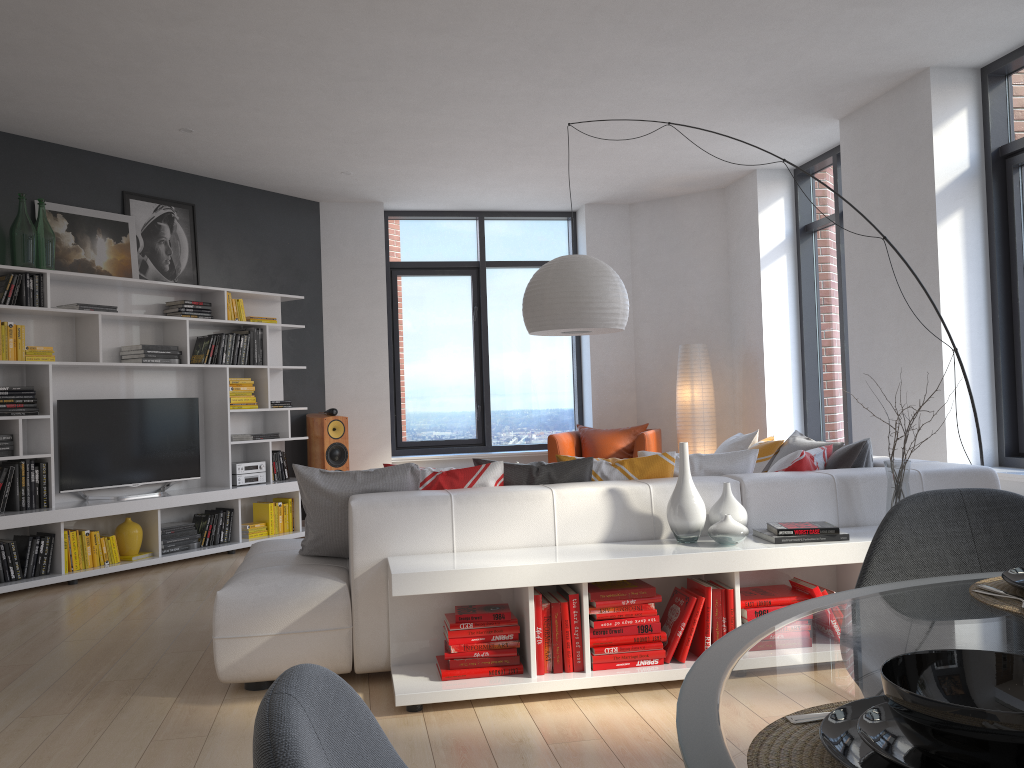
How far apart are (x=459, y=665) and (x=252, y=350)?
4.6m

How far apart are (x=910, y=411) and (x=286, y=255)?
5.2m

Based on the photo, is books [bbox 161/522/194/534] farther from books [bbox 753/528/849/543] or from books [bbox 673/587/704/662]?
books [bbox 753/528/849/543]

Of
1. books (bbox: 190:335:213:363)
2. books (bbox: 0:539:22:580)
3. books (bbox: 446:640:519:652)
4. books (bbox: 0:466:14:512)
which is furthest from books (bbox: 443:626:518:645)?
books (bbox: 190:335:213:363)

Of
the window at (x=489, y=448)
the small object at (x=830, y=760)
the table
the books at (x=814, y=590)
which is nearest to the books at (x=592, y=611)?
the books at (x=814, y=590)

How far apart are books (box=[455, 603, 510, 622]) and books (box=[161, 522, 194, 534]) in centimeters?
380cm

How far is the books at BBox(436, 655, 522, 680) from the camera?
3.21m

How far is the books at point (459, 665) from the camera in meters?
3.2

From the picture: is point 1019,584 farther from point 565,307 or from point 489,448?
point 489,448

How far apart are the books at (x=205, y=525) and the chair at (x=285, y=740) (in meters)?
6.30
